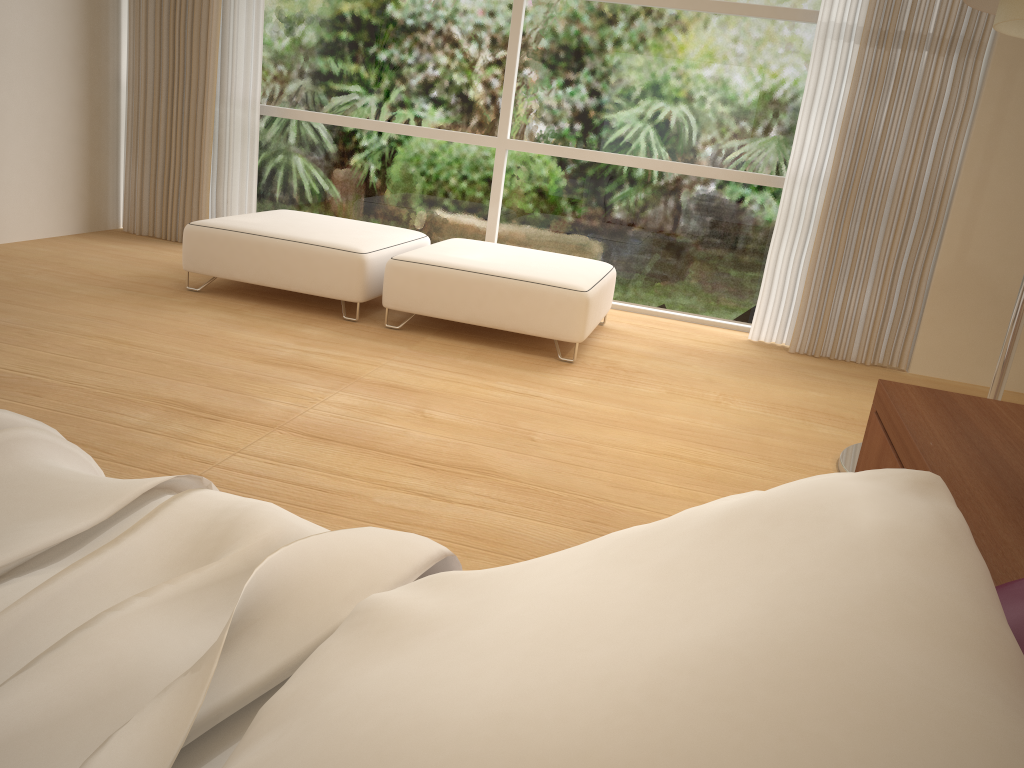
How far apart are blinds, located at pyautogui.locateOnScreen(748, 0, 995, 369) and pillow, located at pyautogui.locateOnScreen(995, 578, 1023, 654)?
4.04m

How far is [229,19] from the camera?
5.2 meters

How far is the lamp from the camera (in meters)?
2.50

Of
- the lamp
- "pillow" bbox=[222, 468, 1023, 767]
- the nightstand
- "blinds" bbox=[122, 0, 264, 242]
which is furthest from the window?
"pillow" bbox=[222, 468, 1023, 767]

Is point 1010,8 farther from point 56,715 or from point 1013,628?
point 56,715

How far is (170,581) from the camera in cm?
88

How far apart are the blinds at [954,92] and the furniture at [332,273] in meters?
1.8 m

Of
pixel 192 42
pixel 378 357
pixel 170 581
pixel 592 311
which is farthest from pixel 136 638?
pixel 192 42

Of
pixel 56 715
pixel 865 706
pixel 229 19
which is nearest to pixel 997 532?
pixel 865 706

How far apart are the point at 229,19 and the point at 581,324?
3.00m
